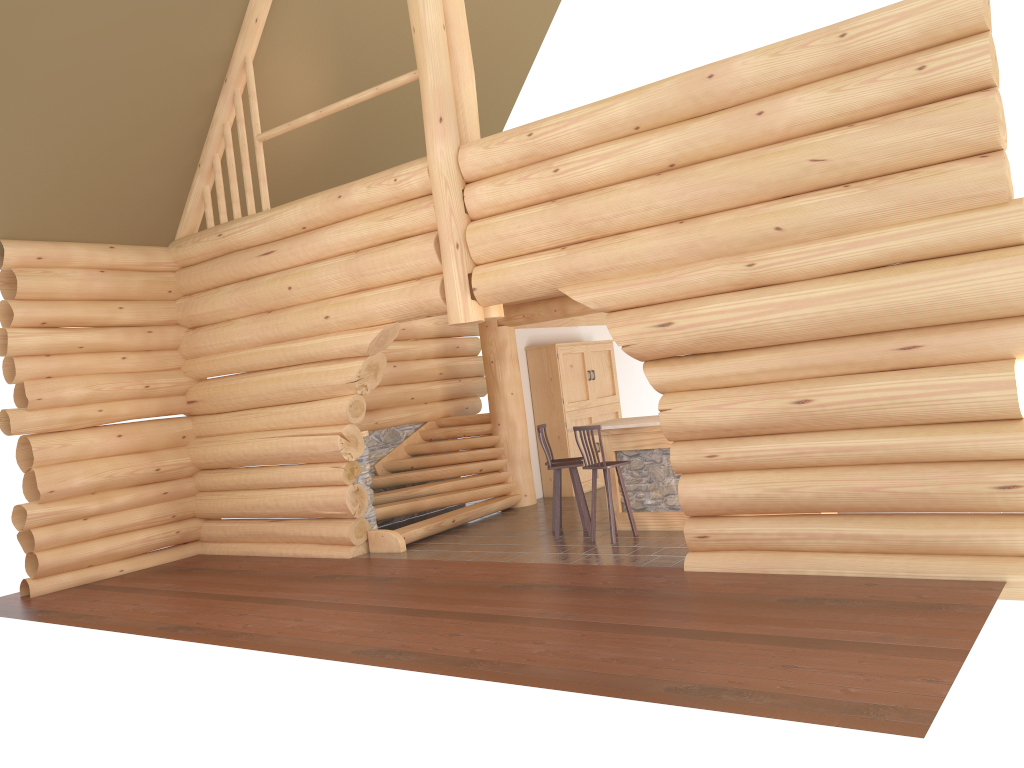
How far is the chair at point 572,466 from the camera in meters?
10.3

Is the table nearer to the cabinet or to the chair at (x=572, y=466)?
the chair at (x=572, y=466)

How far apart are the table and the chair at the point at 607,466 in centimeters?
52cm

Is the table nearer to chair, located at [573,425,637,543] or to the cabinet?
chair, located at [573,425,637,543]

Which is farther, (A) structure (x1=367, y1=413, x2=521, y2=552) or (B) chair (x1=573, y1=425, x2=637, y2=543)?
(A) structure (x1=367, y1=413, x2=521, y2=552)

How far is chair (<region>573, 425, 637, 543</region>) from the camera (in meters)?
9.78

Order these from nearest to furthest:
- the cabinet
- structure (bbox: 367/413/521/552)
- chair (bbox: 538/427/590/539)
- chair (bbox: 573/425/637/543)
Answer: chair (bbox: 573/425/637/543) → chair (bbox: 538/427/590/539) → structure (bbox: 367/413/521/552) → the cabinet

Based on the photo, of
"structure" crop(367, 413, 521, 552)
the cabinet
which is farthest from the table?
the cabinet

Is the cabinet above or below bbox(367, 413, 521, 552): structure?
above

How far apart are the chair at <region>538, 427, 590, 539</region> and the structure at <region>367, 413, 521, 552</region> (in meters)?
1.99
